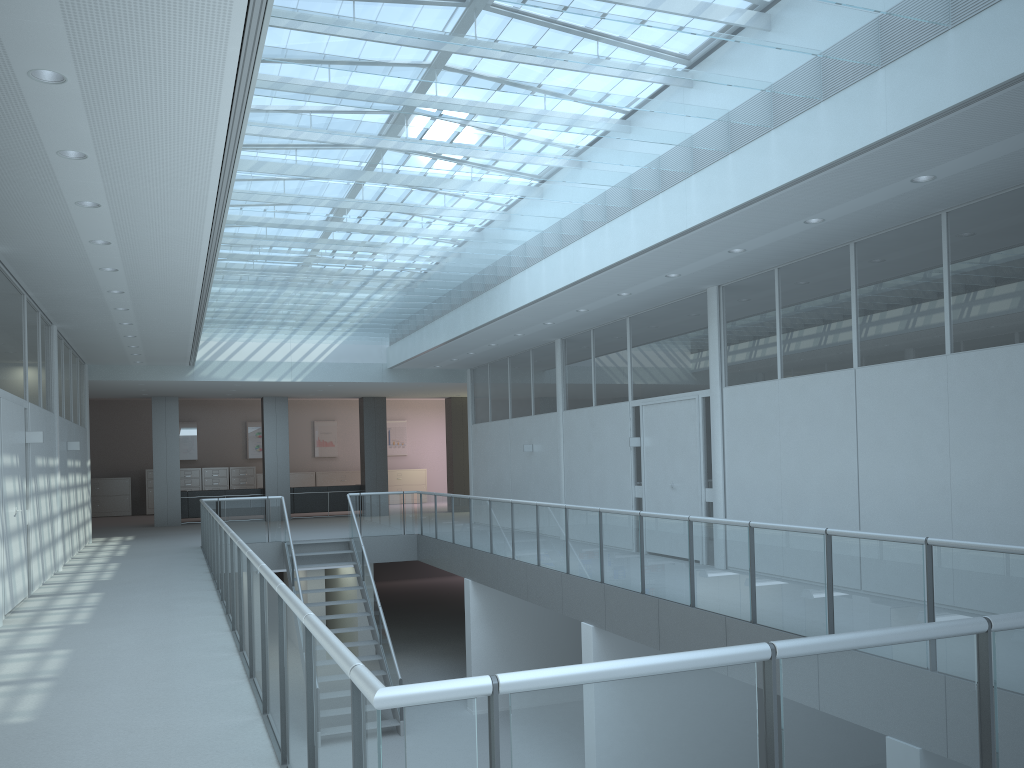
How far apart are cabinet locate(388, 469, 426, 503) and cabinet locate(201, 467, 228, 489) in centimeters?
469cm

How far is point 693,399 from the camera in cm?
1005

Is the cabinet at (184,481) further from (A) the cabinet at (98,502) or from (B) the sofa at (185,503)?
(B) the sofa at (185,503)

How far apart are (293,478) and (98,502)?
5.05m

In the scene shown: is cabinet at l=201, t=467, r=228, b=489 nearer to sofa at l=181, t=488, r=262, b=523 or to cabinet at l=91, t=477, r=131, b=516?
cabinet at l=91, t=477, r=131, b=516

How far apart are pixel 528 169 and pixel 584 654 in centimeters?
473cm

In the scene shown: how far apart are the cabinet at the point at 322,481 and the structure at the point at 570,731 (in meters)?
11.12

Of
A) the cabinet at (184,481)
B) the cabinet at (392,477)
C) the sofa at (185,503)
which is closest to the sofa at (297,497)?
the sofa at (185,503)

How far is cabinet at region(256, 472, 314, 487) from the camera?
25.1 meters

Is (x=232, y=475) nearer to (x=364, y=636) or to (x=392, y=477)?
(x=392, y=477)
